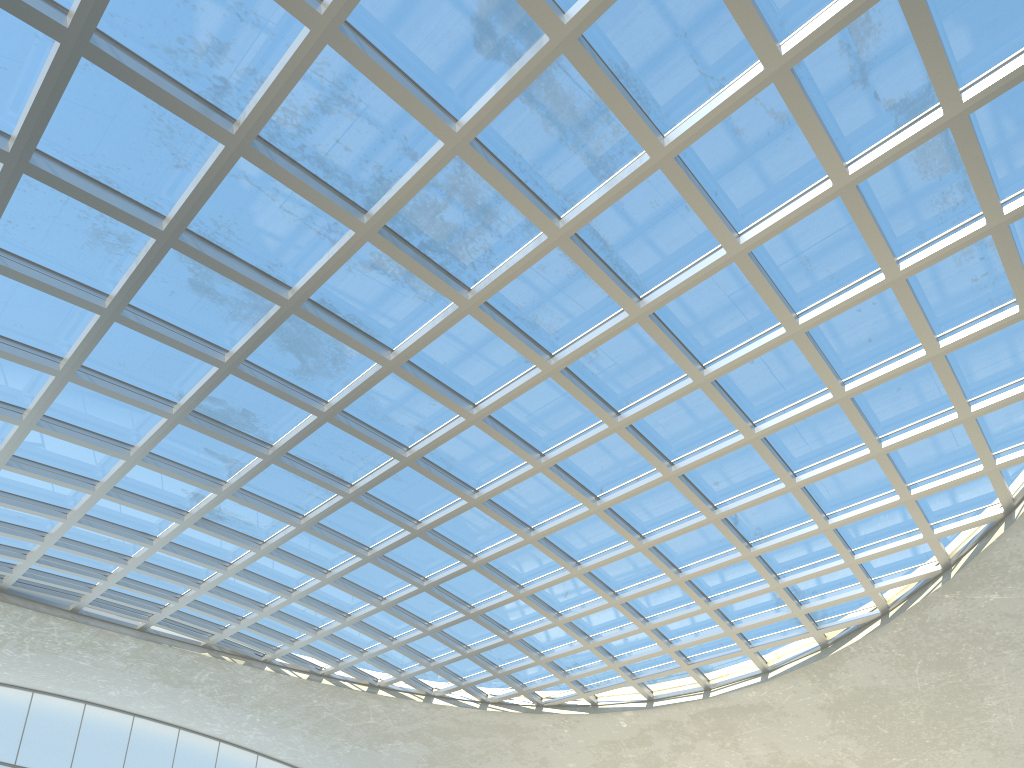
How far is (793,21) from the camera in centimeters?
3253cm

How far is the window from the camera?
32.5m

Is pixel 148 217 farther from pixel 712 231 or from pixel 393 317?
pixel 712 231

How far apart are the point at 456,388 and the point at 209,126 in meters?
20.1

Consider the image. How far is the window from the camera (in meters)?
32.53

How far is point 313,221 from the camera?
38.8 meters
